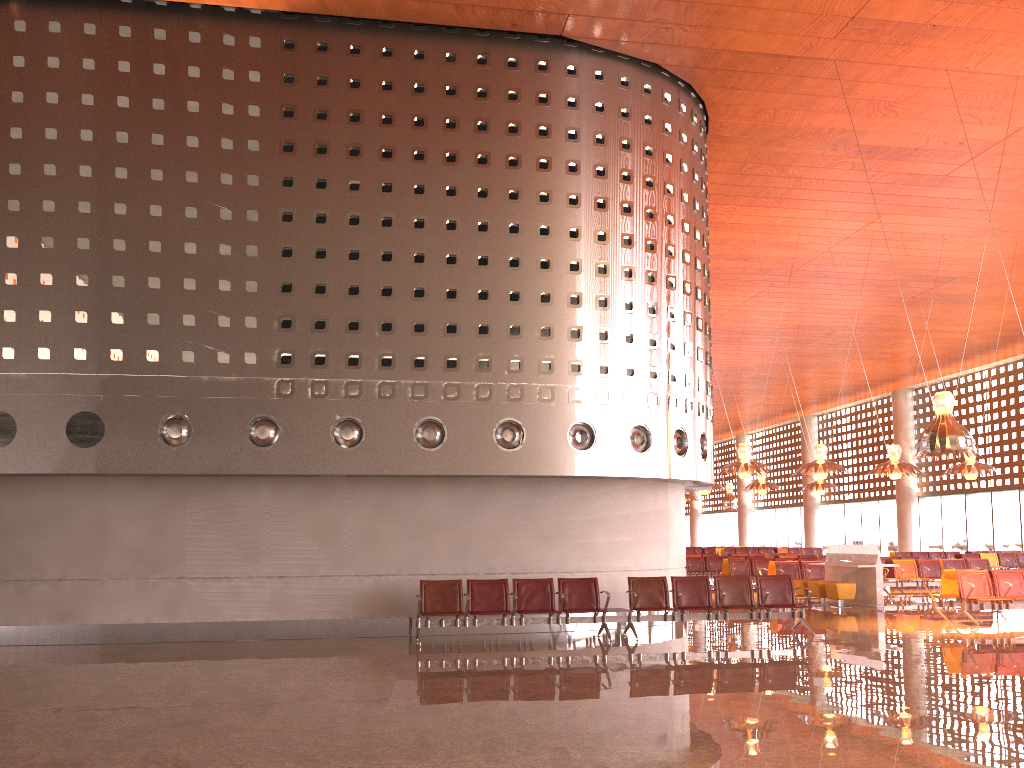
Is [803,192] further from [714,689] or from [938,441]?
[714,689]
